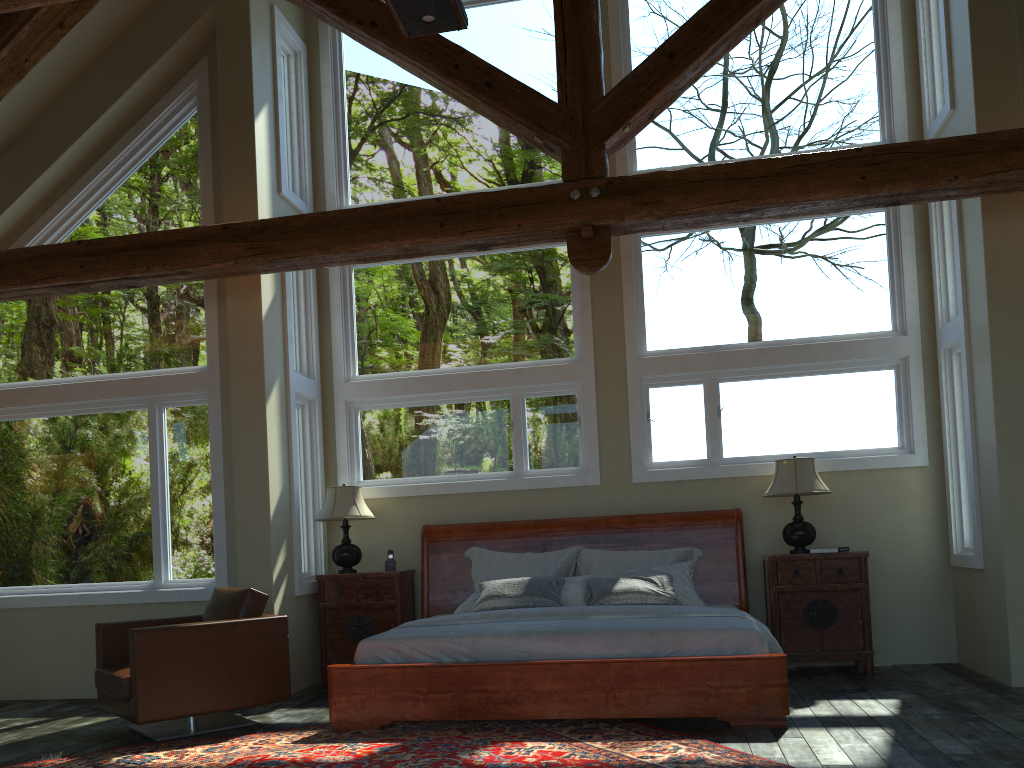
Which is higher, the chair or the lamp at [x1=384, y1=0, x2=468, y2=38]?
the lamp at [x1=384, y1=0, x2=468, y2=38]

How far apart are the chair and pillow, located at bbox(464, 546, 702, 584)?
1.9 meters

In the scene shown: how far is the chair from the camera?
5.2 meters

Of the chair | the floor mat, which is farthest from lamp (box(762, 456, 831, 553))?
the chair

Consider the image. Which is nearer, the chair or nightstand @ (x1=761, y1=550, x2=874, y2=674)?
the chair

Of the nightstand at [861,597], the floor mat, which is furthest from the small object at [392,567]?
the nightstand at [861,597]

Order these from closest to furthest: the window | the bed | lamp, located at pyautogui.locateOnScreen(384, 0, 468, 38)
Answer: lamp, located at pyautogui.locateOnScreen(384, 0, 468, 38) → the bed → the window

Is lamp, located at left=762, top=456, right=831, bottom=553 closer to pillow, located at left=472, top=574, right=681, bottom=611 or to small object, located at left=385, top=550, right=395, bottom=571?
pillow, located at left=472, top=574, right=681, bottom=611

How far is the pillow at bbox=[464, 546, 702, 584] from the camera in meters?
7.0 m

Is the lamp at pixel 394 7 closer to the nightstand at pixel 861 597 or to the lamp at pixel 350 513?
the lamp at pixel 350 513
